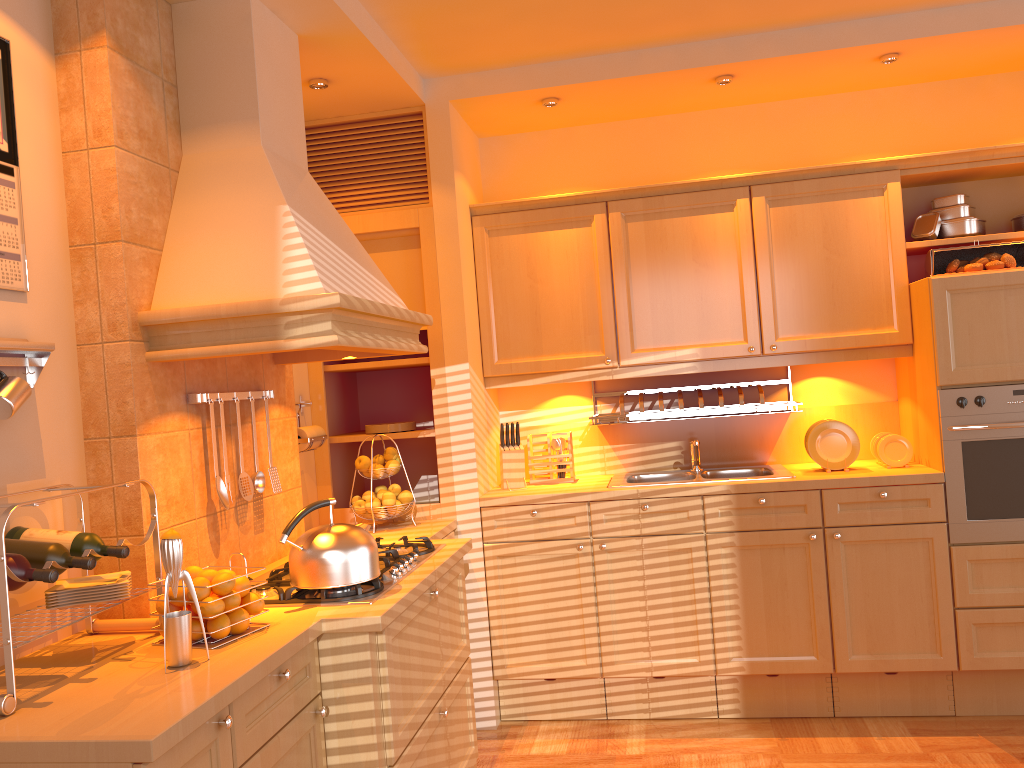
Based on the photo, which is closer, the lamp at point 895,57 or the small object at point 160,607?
the small object at point 160,607

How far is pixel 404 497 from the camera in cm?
351

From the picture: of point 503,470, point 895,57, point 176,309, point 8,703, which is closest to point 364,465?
point 503,470

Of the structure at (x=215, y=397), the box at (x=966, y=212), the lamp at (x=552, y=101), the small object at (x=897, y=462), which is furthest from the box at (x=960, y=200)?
the structure at (x=215, y=397)

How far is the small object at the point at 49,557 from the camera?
1.81m

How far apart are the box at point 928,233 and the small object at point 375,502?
2.5 meters

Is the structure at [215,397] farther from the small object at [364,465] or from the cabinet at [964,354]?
the cabinet at [964,354]

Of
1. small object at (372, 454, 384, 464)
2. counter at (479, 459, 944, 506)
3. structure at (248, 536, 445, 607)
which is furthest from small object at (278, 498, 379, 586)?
counter at (479, 459, 944, 506)

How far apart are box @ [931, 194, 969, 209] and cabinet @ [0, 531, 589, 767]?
2.5m

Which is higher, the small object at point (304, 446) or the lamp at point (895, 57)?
the lamp at point (895, 57)
